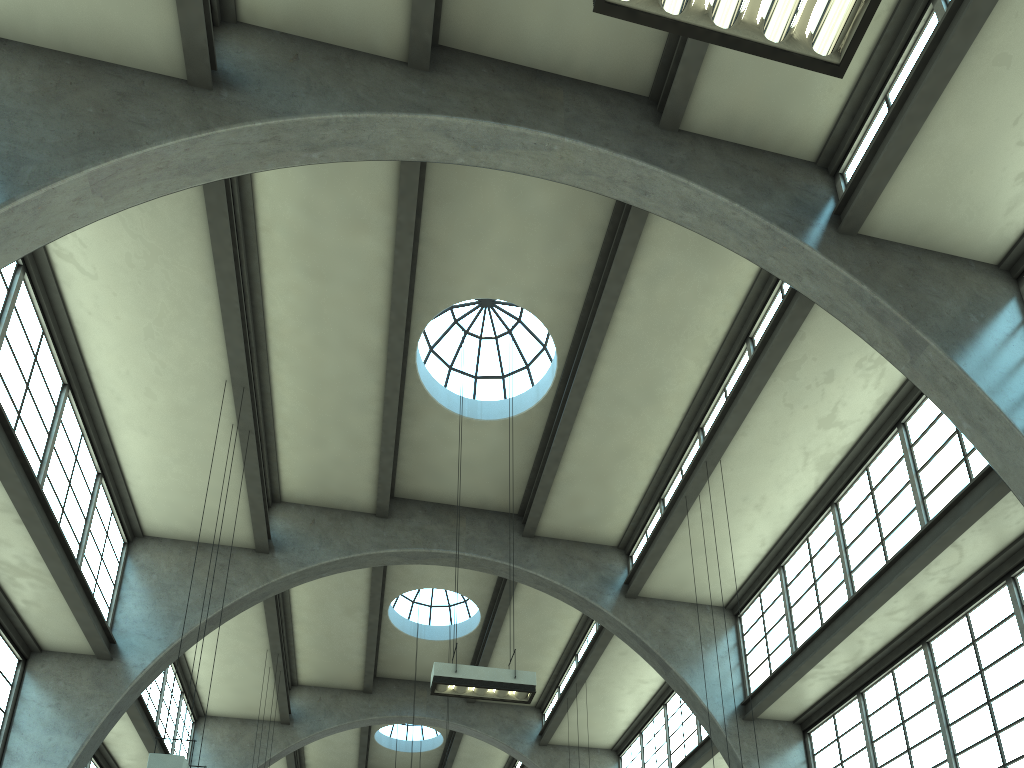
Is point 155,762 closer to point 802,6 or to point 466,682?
point 466,682

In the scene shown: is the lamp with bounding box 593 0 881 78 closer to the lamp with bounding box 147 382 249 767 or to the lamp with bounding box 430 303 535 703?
the lamp with bounding box 430 303 535 703

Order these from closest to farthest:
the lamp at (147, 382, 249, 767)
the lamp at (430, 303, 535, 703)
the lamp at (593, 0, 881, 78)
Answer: the lamp at (593, 0, 881, 78) < the lamp at (147, 382, 249, 767) < the lamp at (430, 303, 535, 703)

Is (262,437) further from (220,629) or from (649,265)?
(649,265)

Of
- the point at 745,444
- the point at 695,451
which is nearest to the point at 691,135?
the point at 745,444

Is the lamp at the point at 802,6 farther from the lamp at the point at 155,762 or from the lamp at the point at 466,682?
the lamp at the point at 155,762

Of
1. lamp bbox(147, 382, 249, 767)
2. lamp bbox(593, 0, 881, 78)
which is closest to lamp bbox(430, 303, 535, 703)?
lamp bbox(147, 382, 249, 767)

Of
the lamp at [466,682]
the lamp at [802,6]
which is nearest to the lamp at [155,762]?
the lamp at [466,682]

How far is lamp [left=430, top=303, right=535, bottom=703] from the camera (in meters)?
10.80

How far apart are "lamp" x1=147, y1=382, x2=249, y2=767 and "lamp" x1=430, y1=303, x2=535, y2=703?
3.2m
